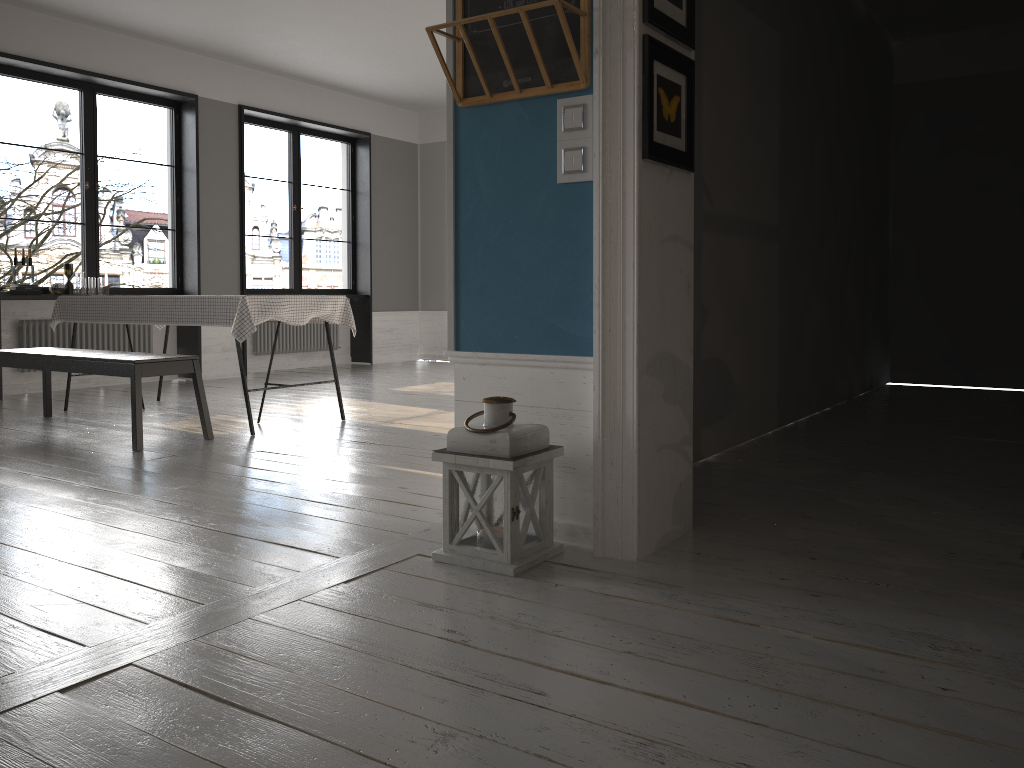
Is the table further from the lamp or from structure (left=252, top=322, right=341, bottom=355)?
the lamp

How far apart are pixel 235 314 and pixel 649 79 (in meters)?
3.11

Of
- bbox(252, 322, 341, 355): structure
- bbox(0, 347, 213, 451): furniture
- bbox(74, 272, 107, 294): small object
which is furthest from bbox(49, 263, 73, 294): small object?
bbox(252, 322, 341, 355): structure

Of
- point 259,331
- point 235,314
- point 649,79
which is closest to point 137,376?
point 235,314

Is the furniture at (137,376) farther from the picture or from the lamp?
the picture

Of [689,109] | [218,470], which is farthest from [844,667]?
[218,470]

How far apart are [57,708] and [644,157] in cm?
197

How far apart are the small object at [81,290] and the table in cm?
116

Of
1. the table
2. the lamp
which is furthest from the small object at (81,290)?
the lamp

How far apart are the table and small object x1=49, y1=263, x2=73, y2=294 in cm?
116
